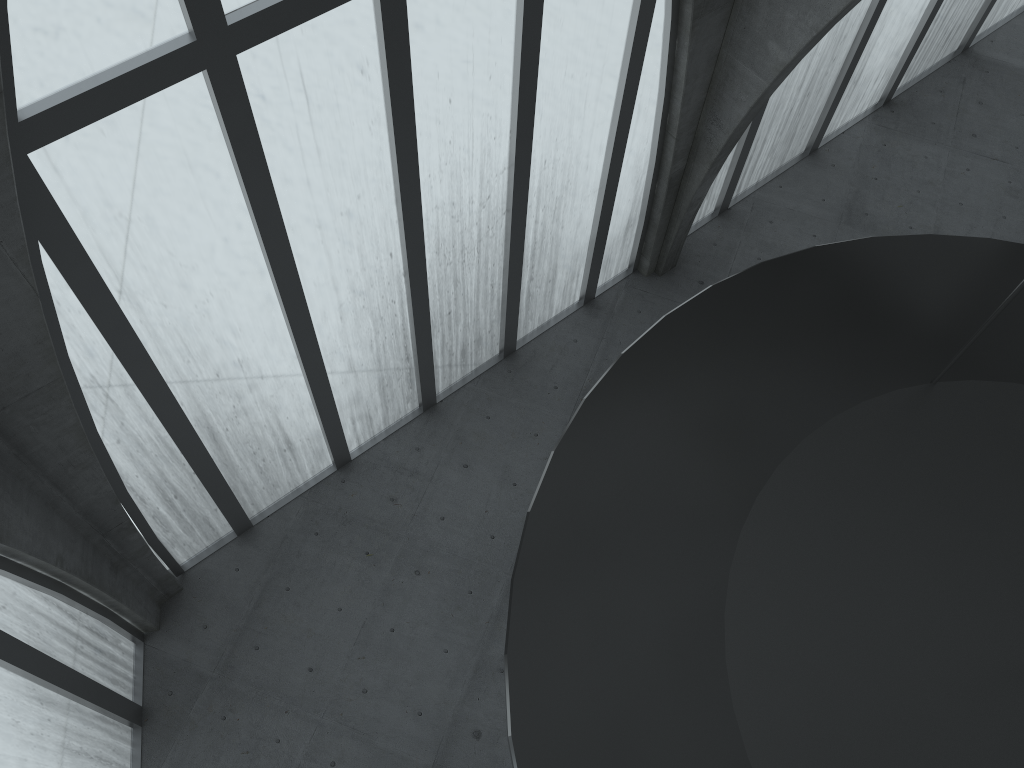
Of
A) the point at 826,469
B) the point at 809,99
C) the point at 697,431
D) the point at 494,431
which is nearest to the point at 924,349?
the point at 826,469
